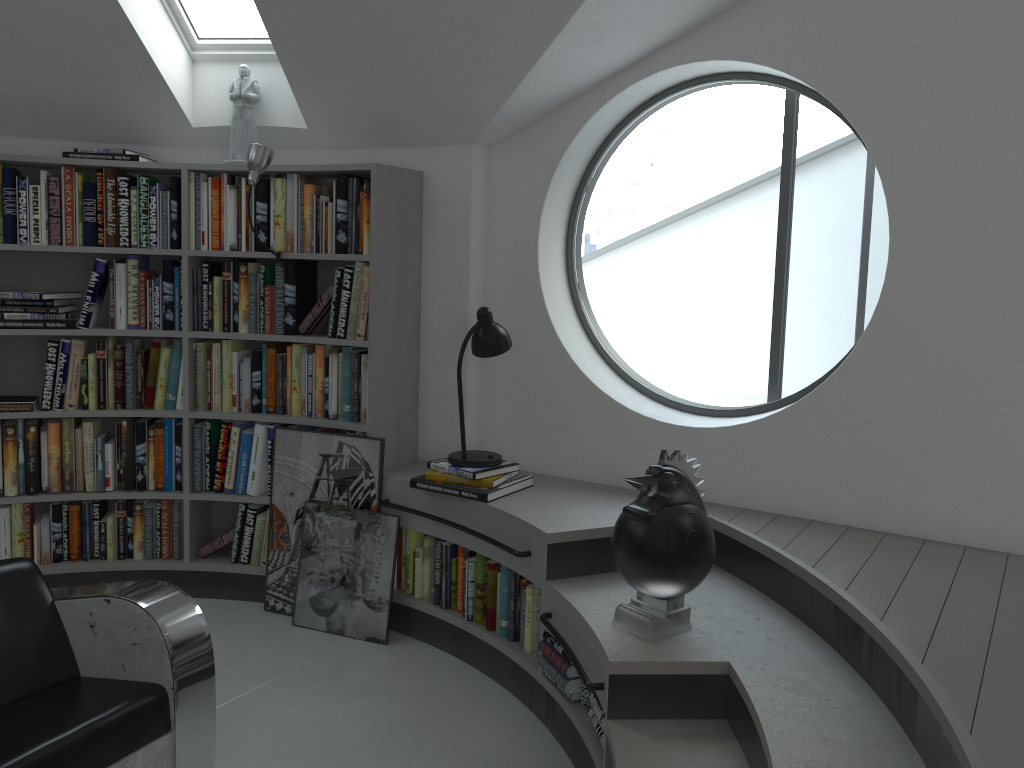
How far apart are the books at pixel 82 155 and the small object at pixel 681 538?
2.81m

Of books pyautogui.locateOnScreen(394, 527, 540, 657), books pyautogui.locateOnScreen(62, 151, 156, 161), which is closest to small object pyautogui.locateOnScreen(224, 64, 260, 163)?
books pyautogui.locateOnScreen(62, 151, 156, 161)

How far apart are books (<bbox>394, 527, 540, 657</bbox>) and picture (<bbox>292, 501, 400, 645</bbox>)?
0.1 meters

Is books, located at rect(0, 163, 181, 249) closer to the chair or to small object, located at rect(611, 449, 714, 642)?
the chair

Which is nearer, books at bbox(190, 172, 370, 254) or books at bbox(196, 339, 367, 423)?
books at bbox(190, 172, 370, 254)

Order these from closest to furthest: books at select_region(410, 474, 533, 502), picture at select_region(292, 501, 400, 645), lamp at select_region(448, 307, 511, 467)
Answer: books at select_region(410, 474, 533, 502) → lamp at select_region(448, 307, 511, 467) → picture at select_region(292, 501, 400, 645)

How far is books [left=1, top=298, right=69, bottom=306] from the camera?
4.0m

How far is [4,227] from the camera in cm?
394

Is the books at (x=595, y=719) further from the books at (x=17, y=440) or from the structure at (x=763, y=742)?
the books at (x=17, y=440)

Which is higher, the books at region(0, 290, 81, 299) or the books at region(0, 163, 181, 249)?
the books at region(0, 163, 181, 249)
